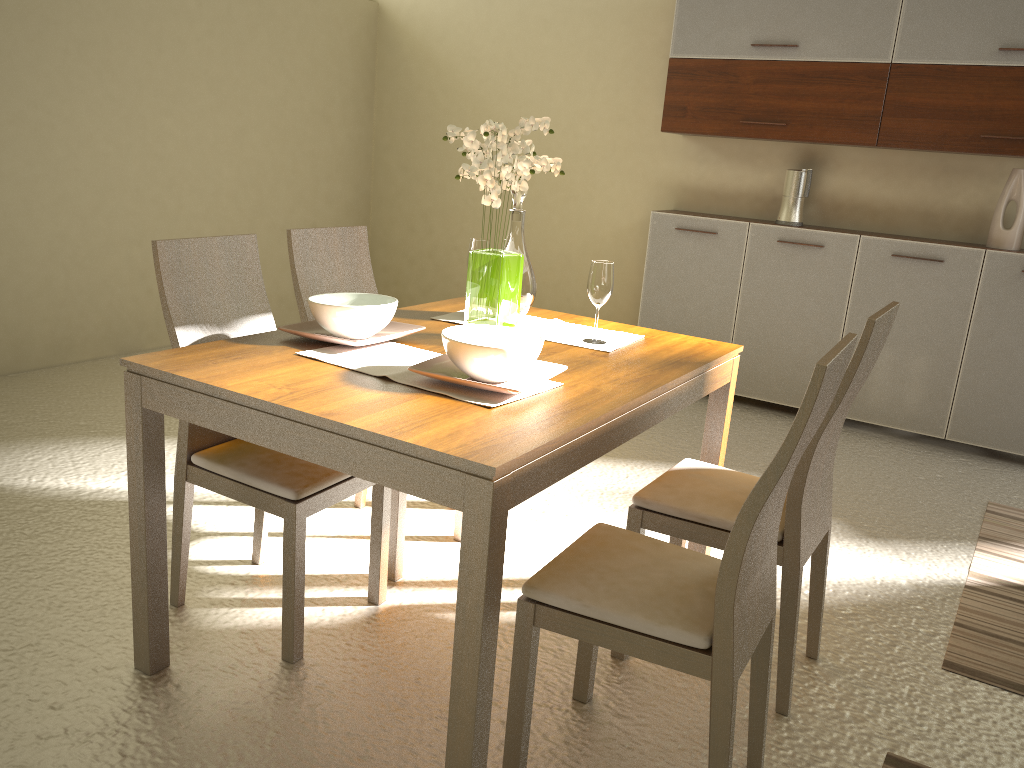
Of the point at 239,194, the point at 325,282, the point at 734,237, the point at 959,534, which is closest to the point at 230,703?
the point at 325,282

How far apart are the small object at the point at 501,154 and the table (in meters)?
0.10

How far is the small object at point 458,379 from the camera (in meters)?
1.90

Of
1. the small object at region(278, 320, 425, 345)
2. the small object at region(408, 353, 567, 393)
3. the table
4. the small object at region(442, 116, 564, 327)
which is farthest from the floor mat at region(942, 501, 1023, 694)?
the small object at region(278, 320, 425, 345)

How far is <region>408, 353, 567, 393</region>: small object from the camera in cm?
190

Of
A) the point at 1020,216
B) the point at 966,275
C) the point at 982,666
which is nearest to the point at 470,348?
the point at 982,666

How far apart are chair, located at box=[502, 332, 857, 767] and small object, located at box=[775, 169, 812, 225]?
3.26m

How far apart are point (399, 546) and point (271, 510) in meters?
0.6 m

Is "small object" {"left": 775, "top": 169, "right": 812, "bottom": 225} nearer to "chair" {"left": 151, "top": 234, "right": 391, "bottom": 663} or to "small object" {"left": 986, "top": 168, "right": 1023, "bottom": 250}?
"small object" {"left": 986, "top": 168, "right": 1023, "bottom": 250}

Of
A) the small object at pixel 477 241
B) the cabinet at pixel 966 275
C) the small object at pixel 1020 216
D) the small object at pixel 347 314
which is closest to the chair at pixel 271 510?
the small object at pixel 347 314
